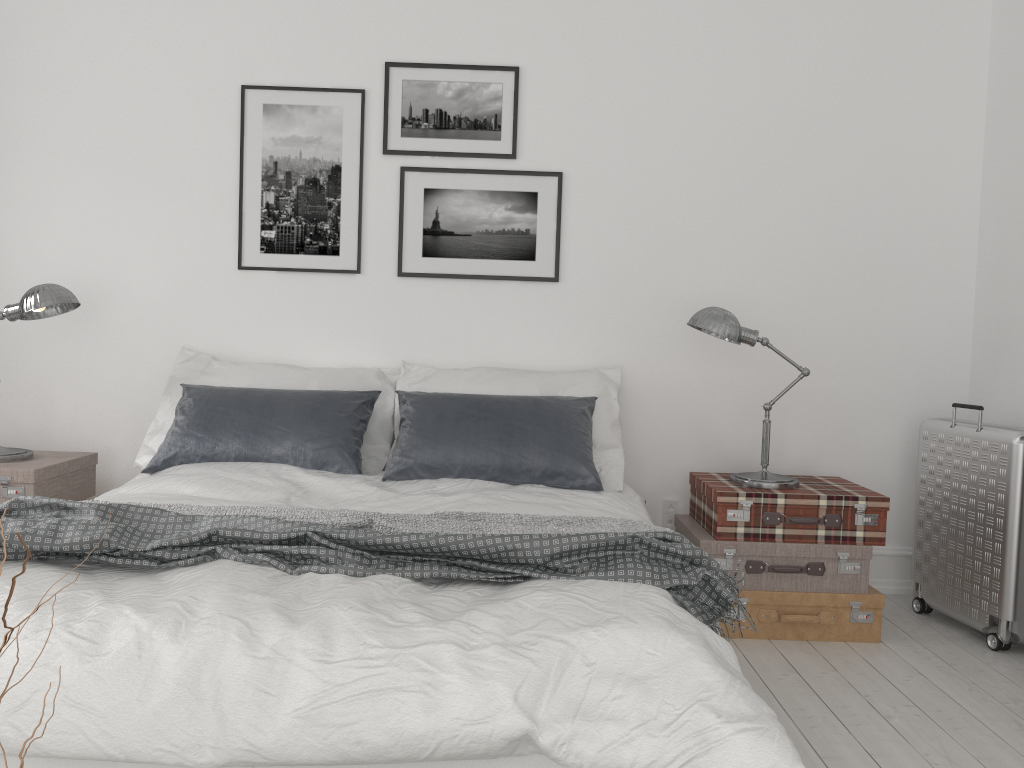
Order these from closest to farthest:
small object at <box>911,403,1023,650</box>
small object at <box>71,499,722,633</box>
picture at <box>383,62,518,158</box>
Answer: small object at <box>71,499,722,633</box>
small object at <box>911,403,1023,650</box>
picture at <box>383,62,518,158</box>

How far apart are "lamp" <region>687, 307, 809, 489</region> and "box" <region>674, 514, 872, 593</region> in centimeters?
23cm

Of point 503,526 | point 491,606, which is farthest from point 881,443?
point 491,606

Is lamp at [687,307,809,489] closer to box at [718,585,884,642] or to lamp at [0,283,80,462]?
box at [718,585,884,642]

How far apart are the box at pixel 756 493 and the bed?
0.3m

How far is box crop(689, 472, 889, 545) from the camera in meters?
3.3

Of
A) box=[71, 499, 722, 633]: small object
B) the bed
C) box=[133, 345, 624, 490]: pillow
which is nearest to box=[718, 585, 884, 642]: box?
the bed

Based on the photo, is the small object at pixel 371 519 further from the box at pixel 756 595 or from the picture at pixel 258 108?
the picture at pixel 258 108

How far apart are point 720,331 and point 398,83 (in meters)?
1.80

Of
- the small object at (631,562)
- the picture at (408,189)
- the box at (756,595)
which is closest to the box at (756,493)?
the box at (756,595)
